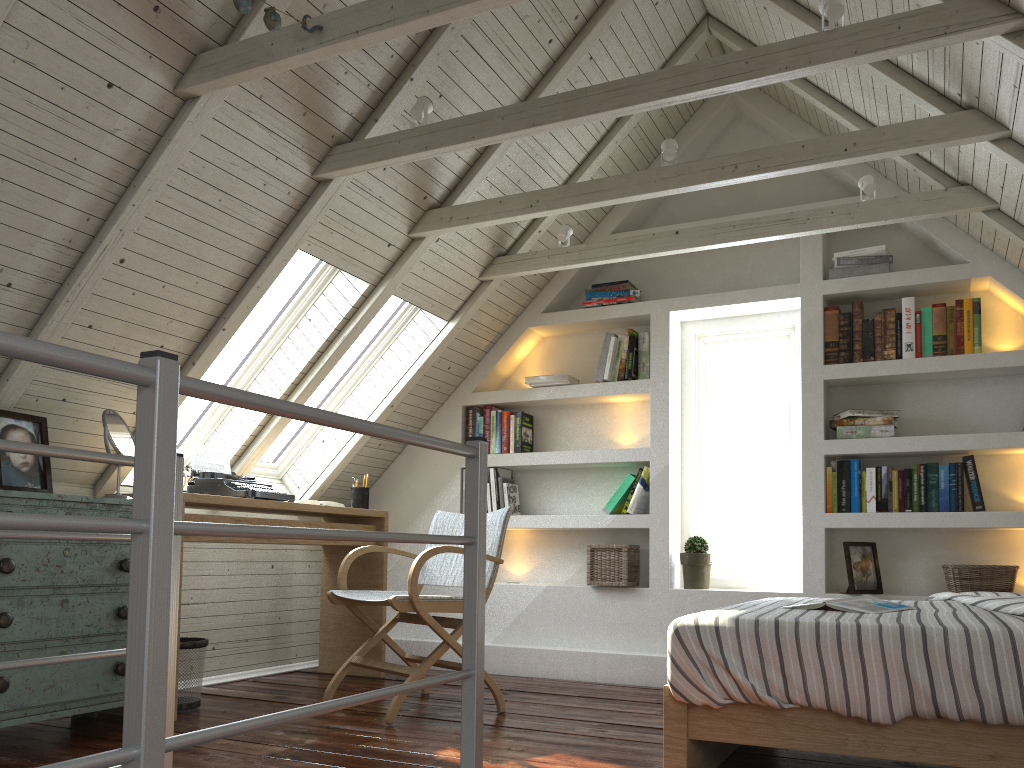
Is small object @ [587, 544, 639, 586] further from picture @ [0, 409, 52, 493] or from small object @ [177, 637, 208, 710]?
picture @ [0, 409, 52, 493]

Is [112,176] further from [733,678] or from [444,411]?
[444,411]

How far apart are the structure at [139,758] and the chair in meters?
1.1 m

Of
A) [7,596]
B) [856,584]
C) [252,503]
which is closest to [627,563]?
[856,584]

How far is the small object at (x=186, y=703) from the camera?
3.2m

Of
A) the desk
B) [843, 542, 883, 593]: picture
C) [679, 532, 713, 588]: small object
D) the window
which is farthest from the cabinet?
[843, 542, 883, 593]: picture

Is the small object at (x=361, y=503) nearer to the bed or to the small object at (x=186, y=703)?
the small object at (x=186, y=703)

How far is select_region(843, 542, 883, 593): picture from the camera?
3.7 meters

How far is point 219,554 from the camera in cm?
397

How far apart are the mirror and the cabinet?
0.11m
